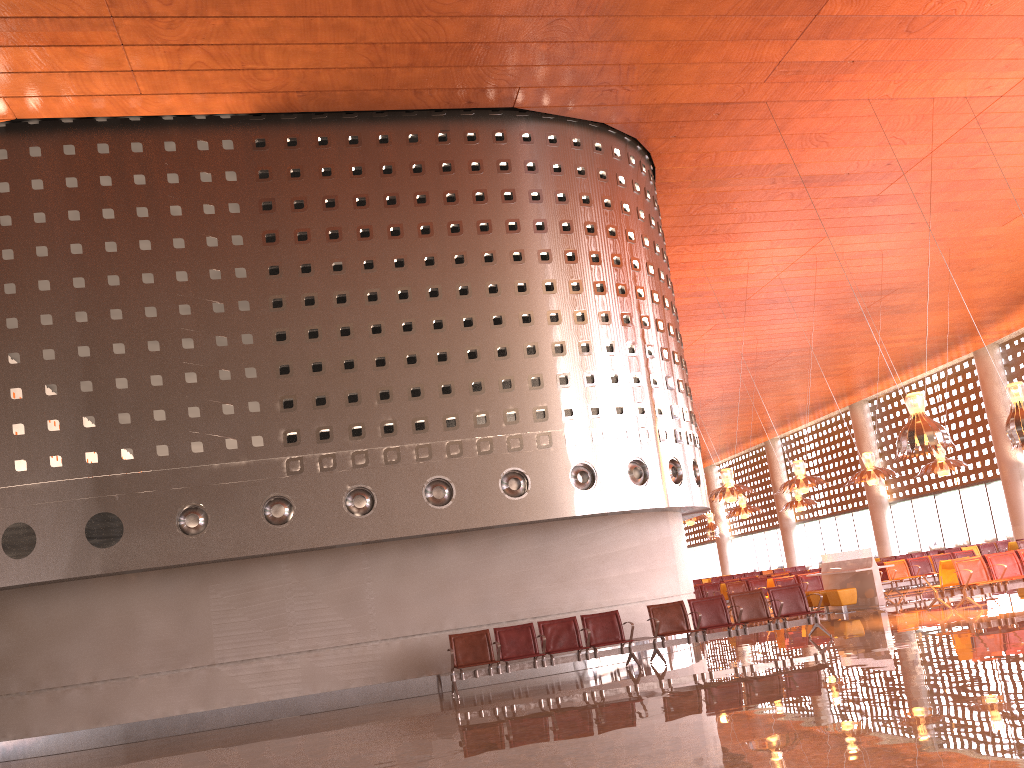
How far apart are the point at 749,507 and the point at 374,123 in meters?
19.9 m
